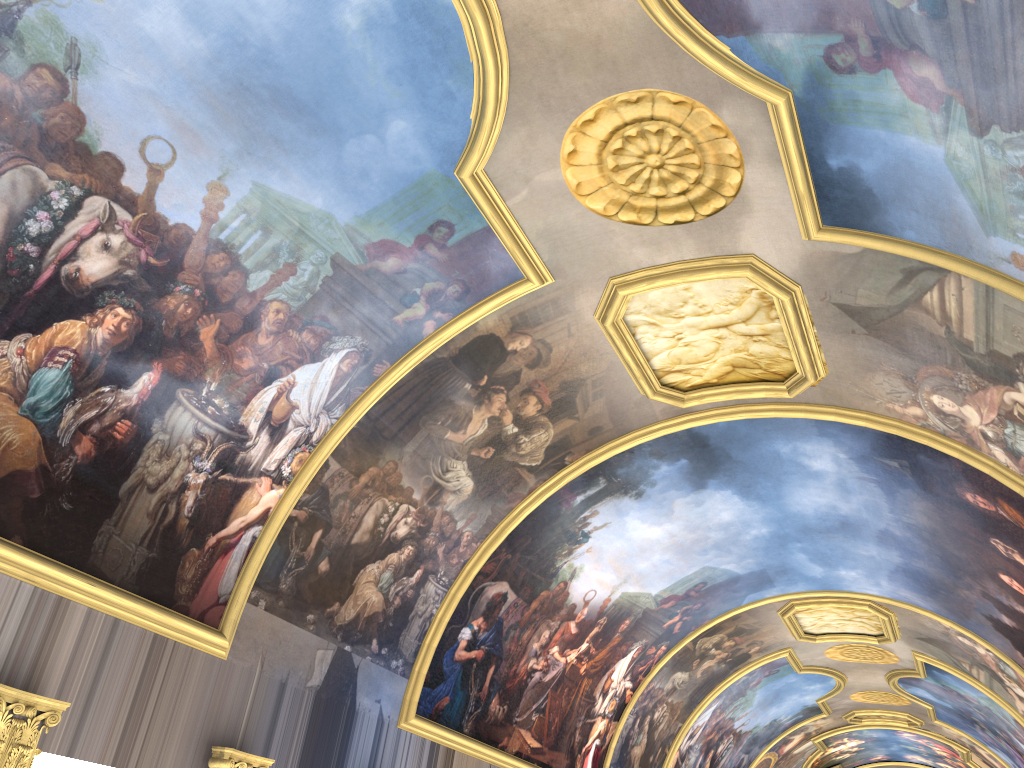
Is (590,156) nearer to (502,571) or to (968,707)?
(502,571)
